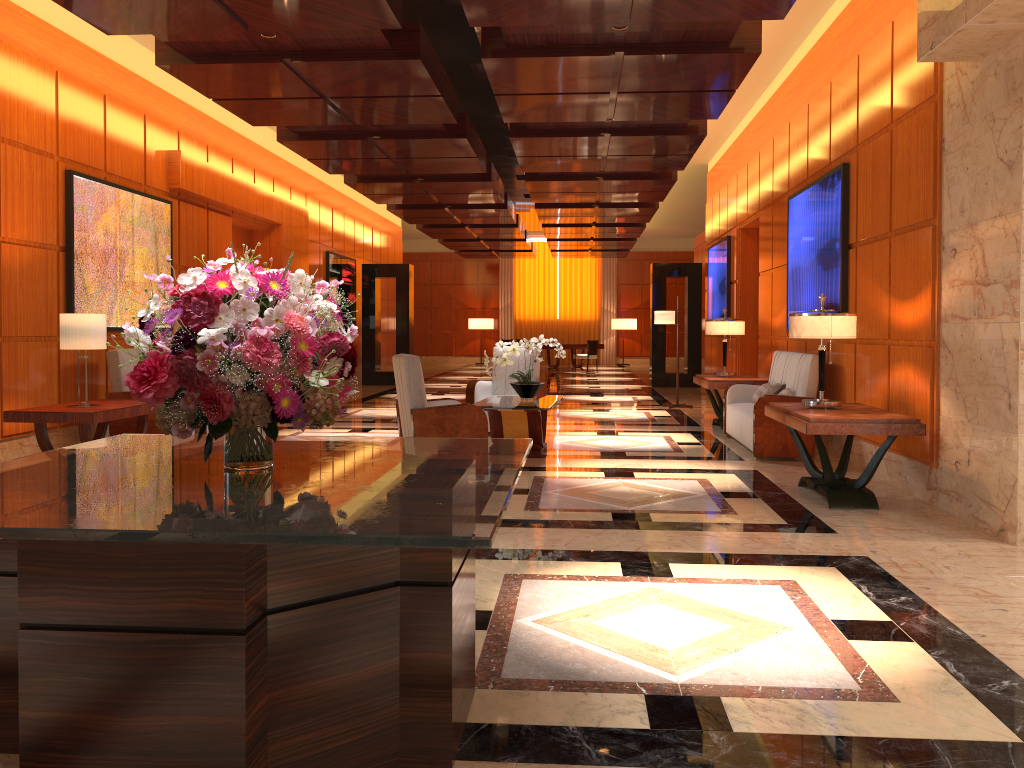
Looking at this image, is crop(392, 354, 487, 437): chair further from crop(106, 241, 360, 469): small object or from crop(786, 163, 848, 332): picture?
crop(106, 241, 360, 469): small object

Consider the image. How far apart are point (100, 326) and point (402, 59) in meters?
3.2

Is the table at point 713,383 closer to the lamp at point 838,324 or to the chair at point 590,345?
the lamp at point 838,324

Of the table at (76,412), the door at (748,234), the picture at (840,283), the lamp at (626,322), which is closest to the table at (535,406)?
the picture at (840,283)

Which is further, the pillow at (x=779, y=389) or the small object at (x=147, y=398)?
the pillow at (x=779, y=389)

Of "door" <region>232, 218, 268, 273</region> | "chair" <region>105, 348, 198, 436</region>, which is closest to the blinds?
"door" <region>232, 218, 268, 273</region>

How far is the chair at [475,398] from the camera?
9.6m

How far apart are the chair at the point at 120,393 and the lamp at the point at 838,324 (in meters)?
5.54

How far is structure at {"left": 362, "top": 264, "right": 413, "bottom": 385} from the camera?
18.1m

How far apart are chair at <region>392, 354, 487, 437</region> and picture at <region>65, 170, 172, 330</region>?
3.30m
